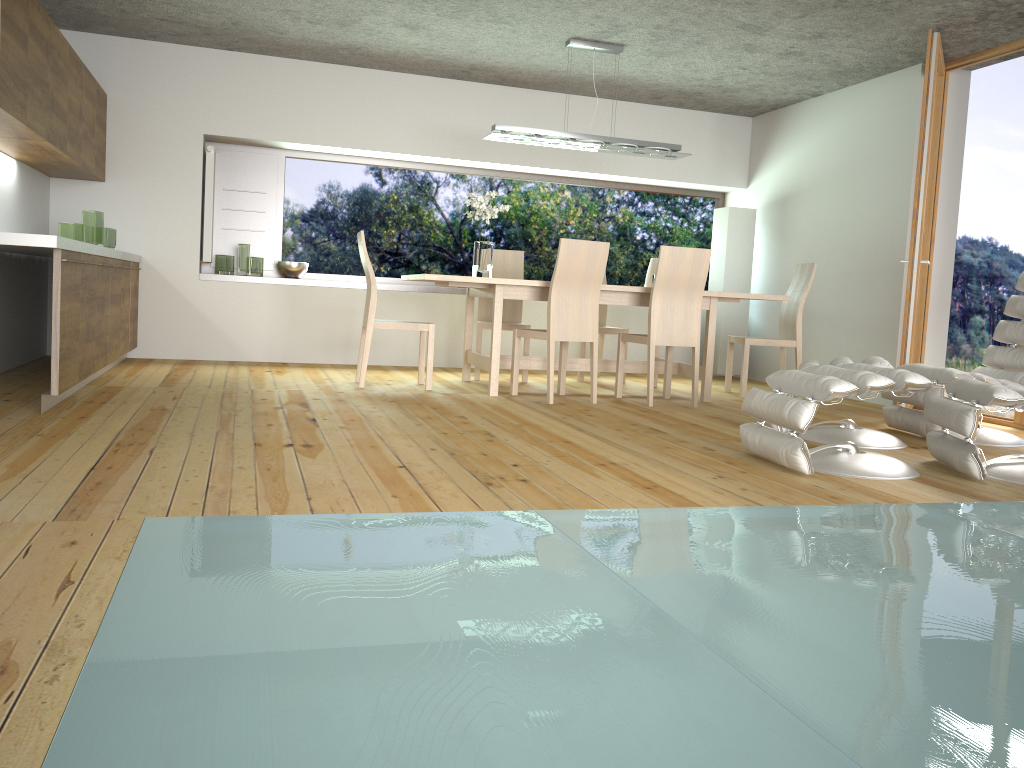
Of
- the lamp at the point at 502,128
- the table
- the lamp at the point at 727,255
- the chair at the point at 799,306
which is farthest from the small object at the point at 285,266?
the lamp at the point at 727,255

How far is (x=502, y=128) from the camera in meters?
6.0

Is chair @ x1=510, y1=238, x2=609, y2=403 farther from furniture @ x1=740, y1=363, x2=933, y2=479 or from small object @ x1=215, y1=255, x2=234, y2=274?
small object @ x1=215, y1=255, x2=234, y2=274

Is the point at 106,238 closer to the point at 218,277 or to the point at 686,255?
the point at 218,277

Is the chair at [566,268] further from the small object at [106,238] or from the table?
the small object at [106,238]

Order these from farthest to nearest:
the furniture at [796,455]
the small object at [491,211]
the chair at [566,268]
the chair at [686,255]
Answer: the small object at [491,211]
the chair at [686,255]
the chair at [566,268]
the furniture at [796,455]

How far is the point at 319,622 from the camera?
1.7m

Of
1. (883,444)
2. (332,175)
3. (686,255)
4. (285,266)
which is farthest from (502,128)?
(883,444)

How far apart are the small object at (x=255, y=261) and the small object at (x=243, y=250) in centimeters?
13cm

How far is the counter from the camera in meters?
3.7
